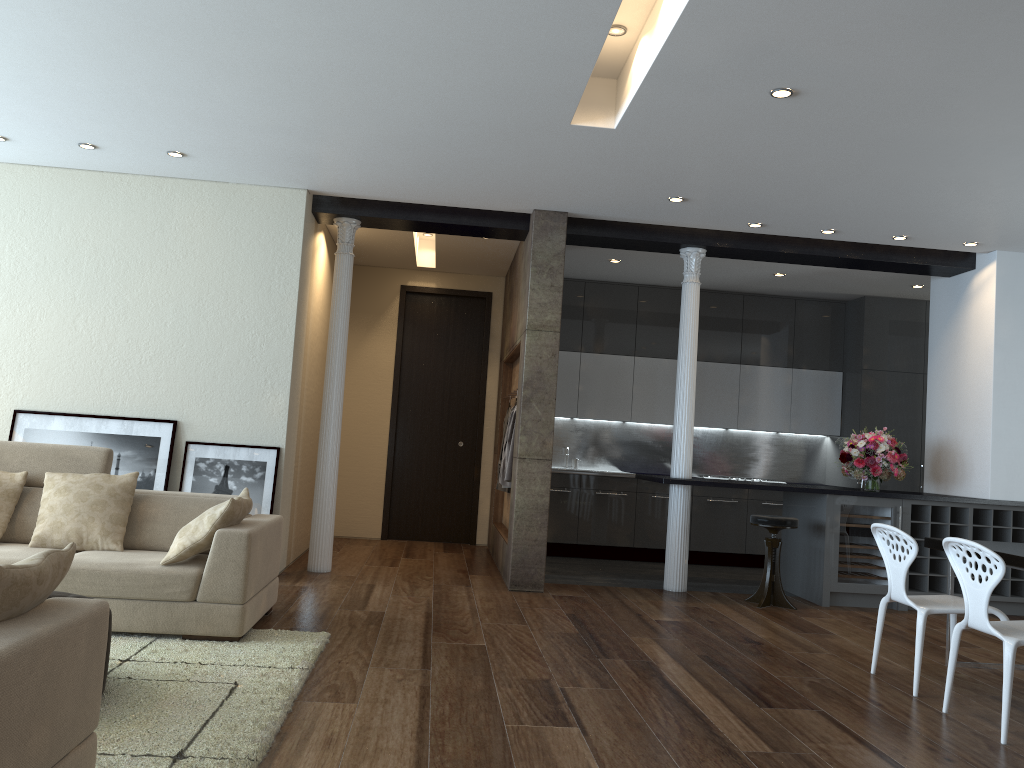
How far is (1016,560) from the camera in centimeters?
449cm

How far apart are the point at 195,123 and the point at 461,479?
5.3 meters

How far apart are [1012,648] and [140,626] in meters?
4.1

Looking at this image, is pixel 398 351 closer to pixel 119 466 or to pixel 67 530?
pixel 119 466

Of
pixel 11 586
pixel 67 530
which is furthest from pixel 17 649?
pixel 67 530

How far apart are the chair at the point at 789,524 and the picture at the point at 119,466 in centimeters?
450cm

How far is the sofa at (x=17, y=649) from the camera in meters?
2.0 m

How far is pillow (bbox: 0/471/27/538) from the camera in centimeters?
493cm

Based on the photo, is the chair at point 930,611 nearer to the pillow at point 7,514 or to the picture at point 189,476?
the picture at point 189,476

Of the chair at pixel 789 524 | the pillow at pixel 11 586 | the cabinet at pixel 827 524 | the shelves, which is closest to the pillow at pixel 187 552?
the pillow at pixel 11 586
